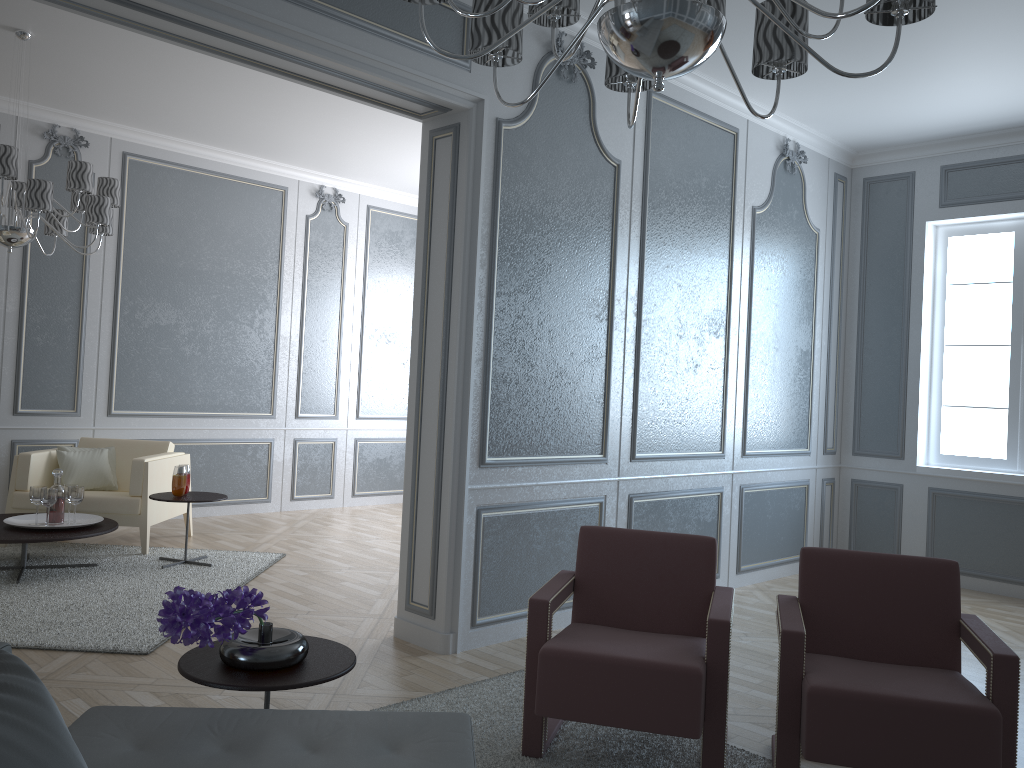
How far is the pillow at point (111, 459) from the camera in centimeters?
564cm

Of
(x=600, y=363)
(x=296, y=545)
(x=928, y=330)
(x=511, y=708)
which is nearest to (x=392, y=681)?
(x=511, y=708)

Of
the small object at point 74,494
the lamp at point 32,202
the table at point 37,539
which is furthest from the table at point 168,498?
the lamp at point 32,202

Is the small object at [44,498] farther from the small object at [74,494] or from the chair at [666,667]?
the chair at [666,667]

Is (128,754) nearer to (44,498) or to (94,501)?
(44,498)

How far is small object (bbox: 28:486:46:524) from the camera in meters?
4.6 m

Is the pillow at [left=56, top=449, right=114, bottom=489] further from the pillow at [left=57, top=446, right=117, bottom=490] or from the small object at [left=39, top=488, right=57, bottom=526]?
the small object at [left=39, top=488, right=57, bottom=526]

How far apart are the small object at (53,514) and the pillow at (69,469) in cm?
74

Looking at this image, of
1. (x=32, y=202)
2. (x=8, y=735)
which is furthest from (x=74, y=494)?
(x=8, y=735)

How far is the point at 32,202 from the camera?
4.1 meters
